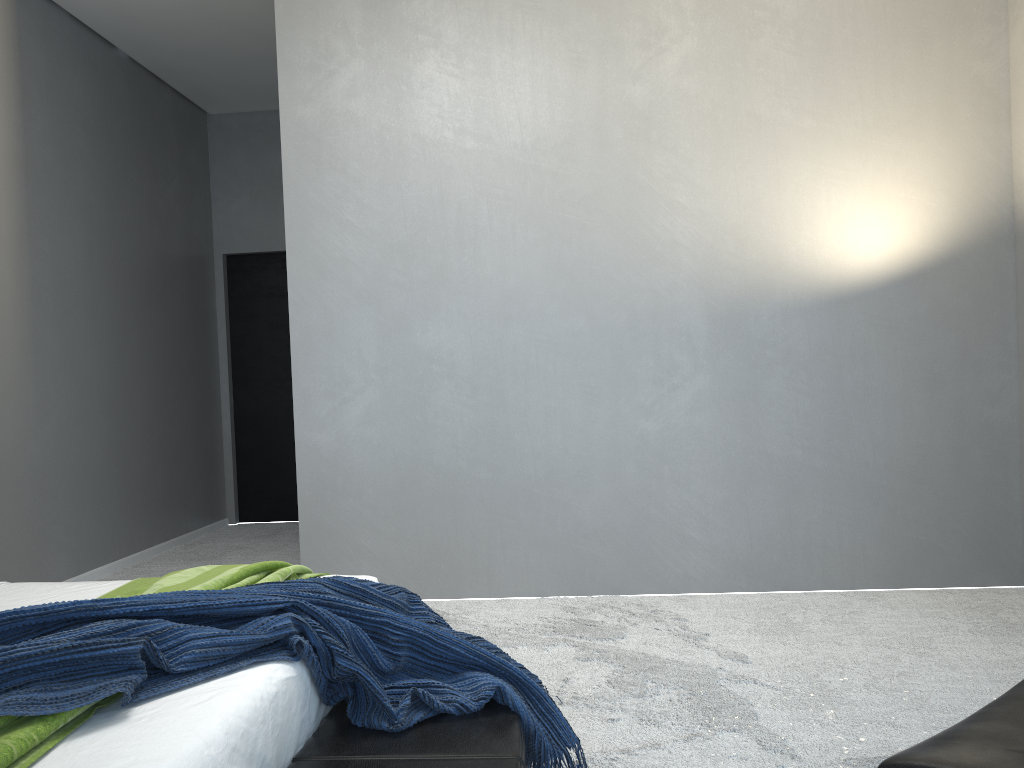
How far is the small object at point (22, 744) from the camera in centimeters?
124cm

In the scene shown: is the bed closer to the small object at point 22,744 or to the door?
the small object at point 22,744

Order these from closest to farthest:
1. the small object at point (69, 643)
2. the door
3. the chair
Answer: the chair, the small object at point (69, 643), the door

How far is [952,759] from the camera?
0.96m

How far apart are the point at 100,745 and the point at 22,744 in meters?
0.1 m

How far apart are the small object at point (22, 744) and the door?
4.4m

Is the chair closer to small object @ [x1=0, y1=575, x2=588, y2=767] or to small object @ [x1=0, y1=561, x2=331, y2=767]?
small object @ [x1=0, y1=575, x2=588, y2=767]

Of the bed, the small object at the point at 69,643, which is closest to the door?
the bed

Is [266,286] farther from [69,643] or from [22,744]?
[22,744]

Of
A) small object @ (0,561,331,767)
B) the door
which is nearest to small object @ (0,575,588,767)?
small object @ (0,561,331,767)
